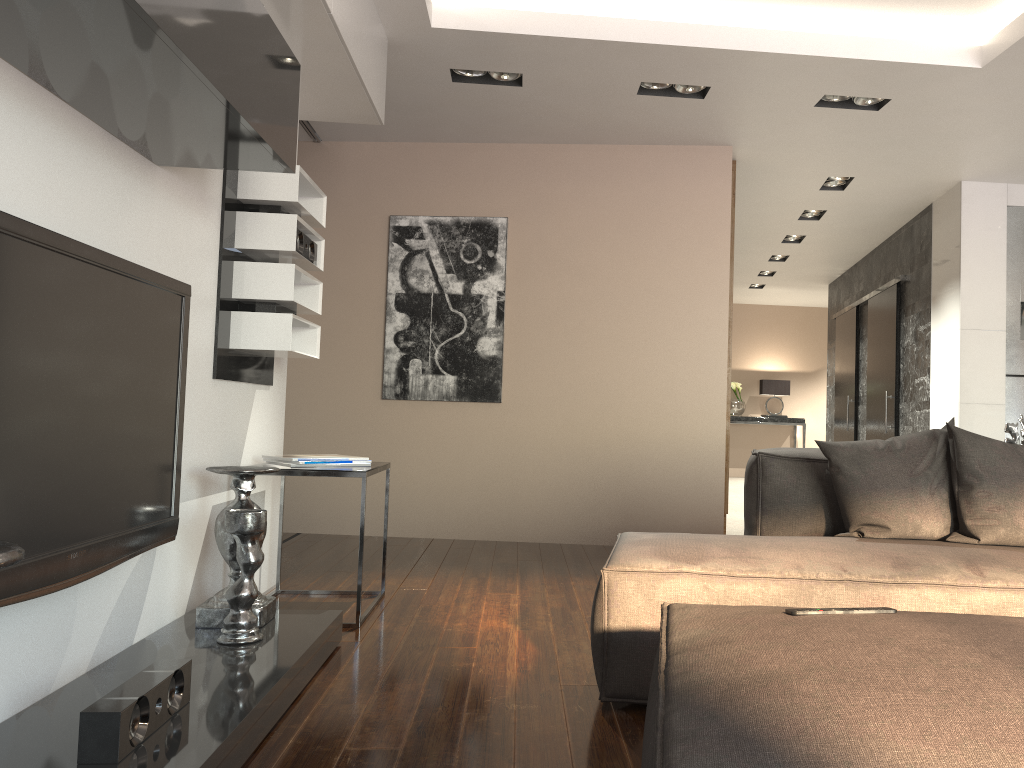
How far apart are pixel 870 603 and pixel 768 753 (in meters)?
1.38

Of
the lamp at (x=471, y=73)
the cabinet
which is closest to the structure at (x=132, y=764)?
the lamp at (x=471, y=73)

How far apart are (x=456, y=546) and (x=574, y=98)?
2.6m

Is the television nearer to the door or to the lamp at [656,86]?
the lamp at [656,86]

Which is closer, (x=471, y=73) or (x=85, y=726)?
(x=85, y=726)

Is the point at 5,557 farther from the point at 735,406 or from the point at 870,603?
the point at 735,406

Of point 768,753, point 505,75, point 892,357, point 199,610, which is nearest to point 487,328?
point 505,75

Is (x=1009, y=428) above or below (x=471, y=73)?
below

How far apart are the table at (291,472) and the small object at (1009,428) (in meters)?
2.50

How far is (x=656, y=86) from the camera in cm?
451
